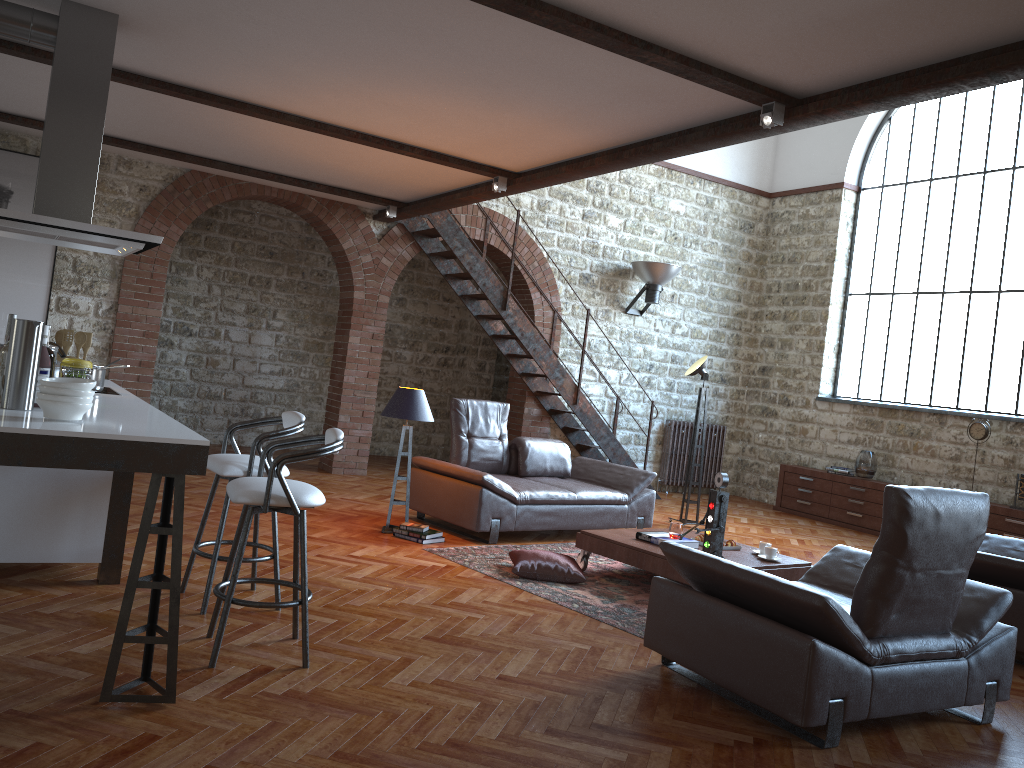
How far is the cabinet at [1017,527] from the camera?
8.84m

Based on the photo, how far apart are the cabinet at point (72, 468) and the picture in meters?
4.3 m

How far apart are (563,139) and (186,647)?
3.9 meters

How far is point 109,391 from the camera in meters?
4.8

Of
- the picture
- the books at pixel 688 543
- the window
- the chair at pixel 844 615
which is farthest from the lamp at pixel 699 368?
the picture

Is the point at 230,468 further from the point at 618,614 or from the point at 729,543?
the point at 729,543

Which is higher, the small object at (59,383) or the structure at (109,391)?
the small object at (59,383)

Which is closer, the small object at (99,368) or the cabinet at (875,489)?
the small object at (99,368)

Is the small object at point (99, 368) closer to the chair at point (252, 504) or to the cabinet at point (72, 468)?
the cabinet at point (72, 468)

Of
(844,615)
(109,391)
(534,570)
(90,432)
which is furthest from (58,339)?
(844,615)
